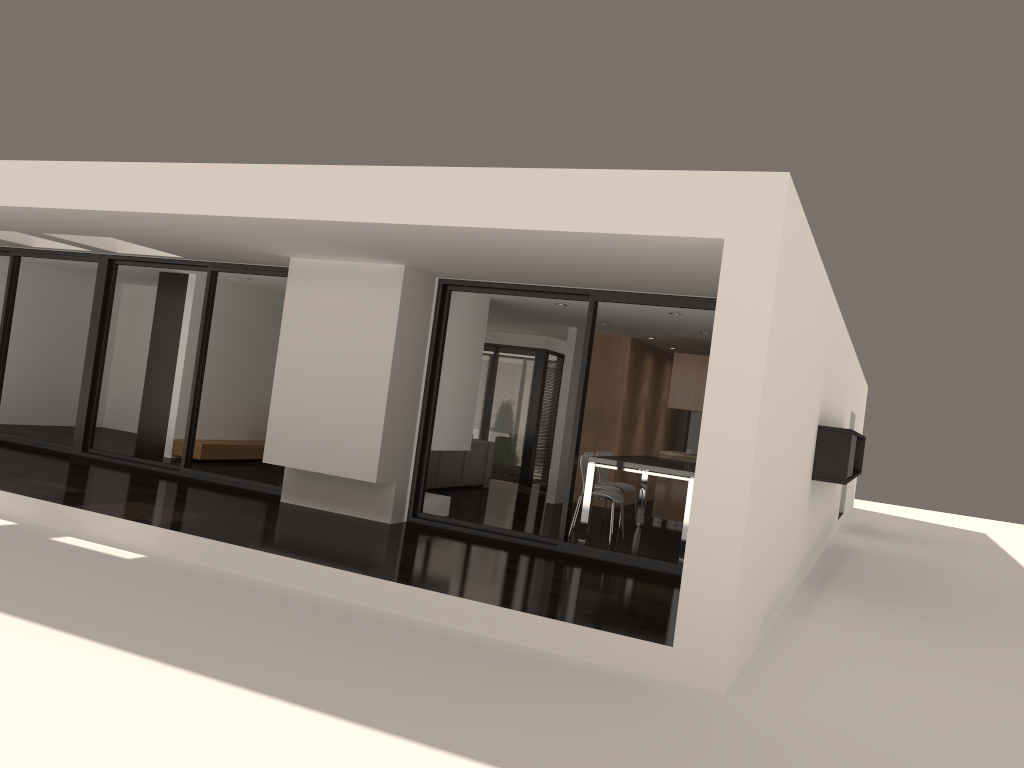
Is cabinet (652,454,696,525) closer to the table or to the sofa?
the table

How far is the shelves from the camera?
11.3m

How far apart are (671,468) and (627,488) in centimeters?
204cm

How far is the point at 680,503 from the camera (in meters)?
11.33

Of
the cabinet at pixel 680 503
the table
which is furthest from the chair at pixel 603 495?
the cabinet at pixel 680 503

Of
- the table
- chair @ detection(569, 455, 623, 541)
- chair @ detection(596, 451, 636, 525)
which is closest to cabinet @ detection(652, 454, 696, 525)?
the table

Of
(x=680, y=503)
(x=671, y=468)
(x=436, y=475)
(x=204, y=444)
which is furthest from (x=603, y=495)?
(x=204, y=444)

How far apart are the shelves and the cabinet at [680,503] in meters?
5.5 m

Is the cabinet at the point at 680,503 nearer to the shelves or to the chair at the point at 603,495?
the chair at the point at 603,495

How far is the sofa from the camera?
11.7m
